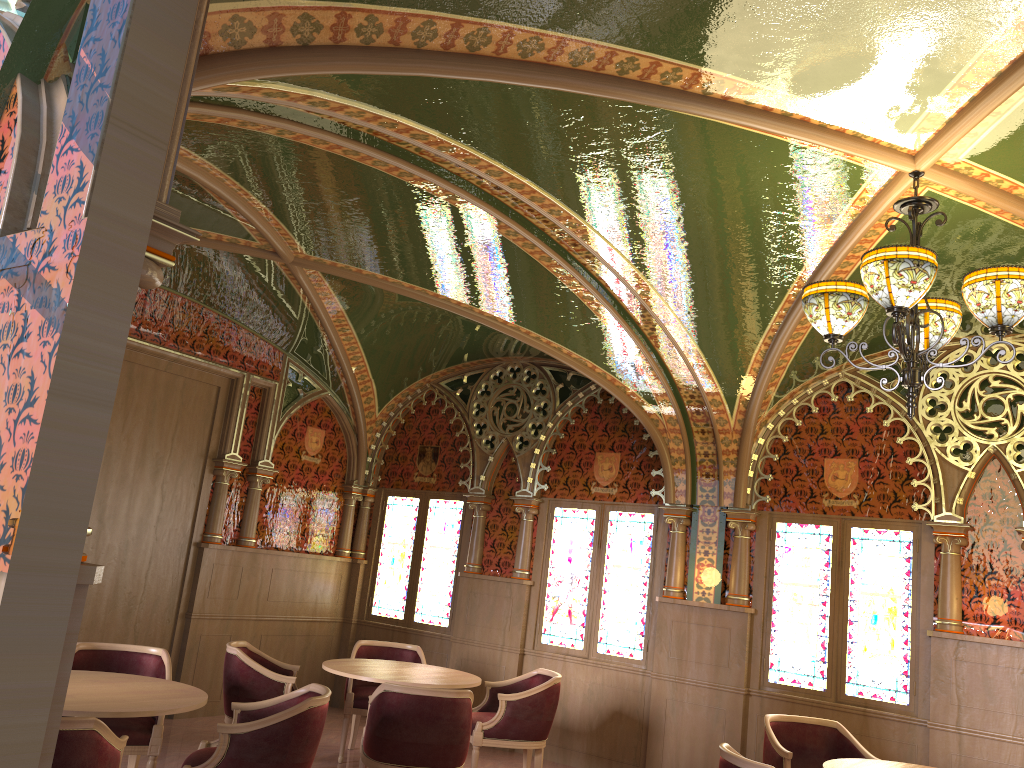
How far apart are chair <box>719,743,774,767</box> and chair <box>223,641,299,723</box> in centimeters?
295cm

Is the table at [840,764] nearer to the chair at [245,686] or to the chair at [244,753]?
the chair at [244,753]

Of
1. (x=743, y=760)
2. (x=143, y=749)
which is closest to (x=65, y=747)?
(x=143, y=749)

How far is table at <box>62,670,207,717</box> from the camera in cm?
393

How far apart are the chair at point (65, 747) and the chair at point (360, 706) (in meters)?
3.26

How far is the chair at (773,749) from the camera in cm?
541

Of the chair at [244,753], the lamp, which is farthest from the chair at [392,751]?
the lamp

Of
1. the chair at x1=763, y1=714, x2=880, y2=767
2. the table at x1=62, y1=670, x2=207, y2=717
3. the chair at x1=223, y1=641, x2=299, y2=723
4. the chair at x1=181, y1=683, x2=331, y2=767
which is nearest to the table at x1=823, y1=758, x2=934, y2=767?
the chair at x1=763, y1=714, x2=880, y2=767

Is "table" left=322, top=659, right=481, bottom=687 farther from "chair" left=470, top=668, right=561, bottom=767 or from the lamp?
the lamp

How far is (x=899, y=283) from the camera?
3.5m
